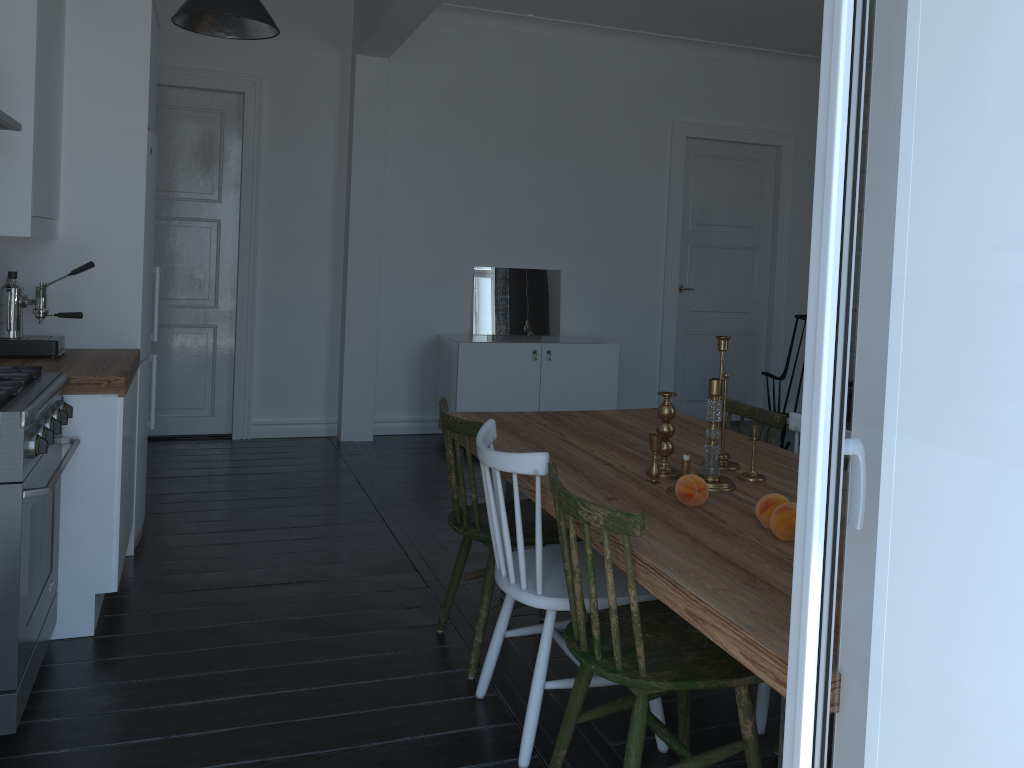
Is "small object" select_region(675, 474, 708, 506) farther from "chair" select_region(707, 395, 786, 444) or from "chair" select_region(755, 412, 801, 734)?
"chair" select_region(707, 395, 786, 444)

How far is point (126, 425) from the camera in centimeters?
317cm

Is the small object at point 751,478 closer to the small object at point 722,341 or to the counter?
the small object at point 722,341

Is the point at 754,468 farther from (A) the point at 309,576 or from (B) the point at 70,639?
(B) the point at 70,639

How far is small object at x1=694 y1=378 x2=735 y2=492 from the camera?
2.5 meters

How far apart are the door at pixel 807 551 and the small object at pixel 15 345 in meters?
3.0

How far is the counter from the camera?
2.9m

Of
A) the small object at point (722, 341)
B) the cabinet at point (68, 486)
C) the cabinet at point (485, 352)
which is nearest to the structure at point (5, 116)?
the cabinet at point (68, 486)

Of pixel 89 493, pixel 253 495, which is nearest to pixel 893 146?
pixel 253 495

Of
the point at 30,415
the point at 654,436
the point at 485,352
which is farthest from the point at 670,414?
the point at 485,352
